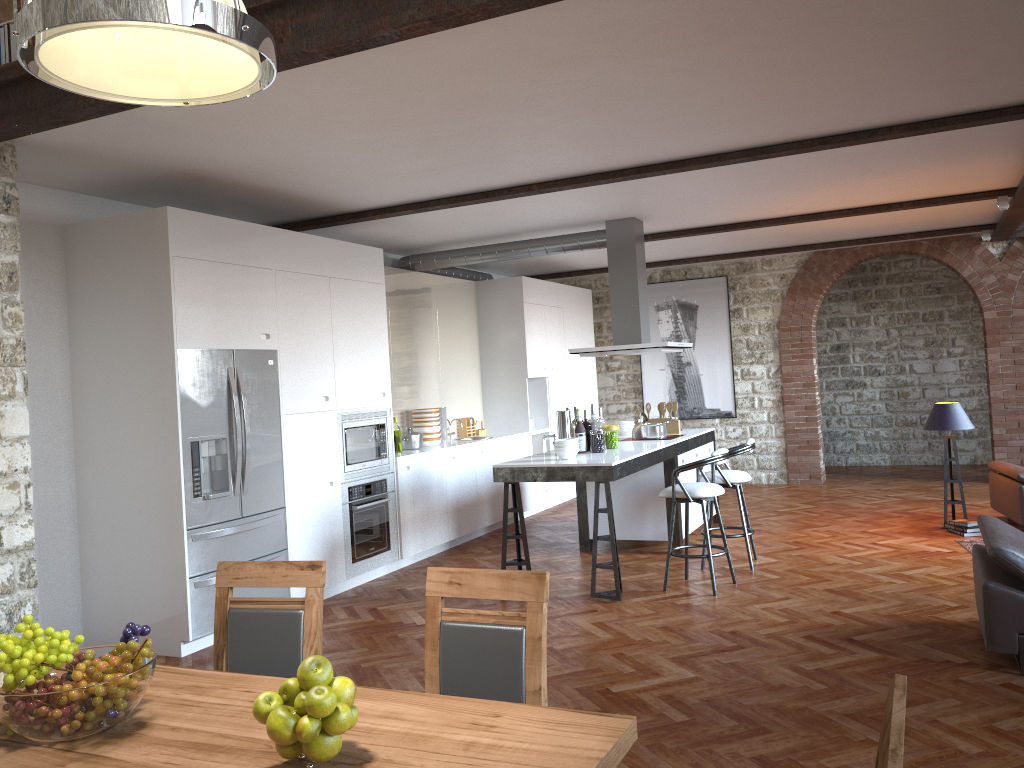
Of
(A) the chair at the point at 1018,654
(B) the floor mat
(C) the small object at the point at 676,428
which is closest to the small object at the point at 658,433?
(C) the small object at the point at 676,428

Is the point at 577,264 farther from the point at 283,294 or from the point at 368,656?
the point at 368,656

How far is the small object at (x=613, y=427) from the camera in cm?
706

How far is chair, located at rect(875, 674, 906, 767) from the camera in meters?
1.2 m

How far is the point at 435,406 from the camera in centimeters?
921cm

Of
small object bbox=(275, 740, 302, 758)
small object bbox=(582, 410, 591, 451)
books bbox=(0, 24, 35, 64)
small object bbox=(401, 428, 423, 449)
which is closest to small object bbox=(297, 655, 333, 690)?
small object bbox=(275, 740, 302, 758)

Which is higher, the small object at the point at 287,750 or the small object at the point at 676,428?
the small object at the point at 676,428

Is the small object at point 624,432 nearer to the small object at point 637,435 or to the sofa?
the small object at point 637,435

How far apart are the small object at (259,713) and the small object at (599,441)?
5.12m

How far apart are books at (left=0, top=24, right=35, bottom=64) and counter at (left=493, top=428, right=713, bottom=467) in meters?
3.9
